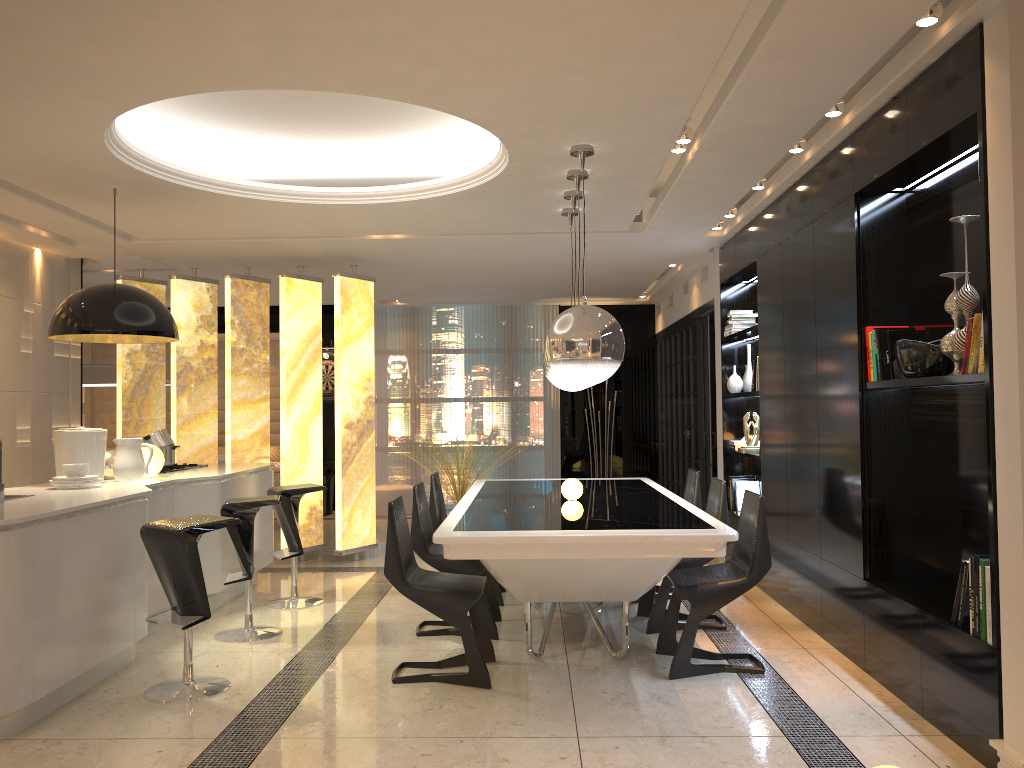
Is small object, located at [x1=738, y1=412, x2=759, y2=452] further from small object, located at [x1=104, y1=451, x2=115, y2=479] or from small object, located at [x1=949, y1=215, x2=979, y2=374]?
small object, located at [x1=104, y1=451, x2=115, y2=479]

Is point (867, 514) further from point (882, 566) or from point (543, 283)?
point (543, 283)

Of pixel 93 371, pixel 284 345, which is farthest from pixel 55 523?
pixel 93 371

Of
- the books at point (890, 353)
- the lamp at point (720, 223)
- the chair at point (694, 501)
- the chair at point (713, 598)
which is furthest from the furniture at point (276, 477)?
the books at point (890, 353)

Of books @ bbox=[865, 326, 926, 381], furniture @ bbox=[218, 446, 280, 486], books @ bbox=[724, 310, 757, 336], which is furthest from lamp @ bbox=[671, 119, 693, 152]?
furniture @ bbox=[218, 446, 280, 486]

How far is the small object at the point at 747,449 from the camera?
6.7m

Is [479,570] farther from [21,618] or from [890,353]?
[890,353]

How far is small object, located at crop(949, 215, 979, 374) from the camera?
3.4m

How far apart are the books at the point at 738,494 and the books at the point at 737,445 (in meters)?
0.29

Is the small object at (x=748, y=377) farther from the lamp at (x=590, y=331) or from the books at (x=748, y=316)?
the lamp at (x=590, y=331)
